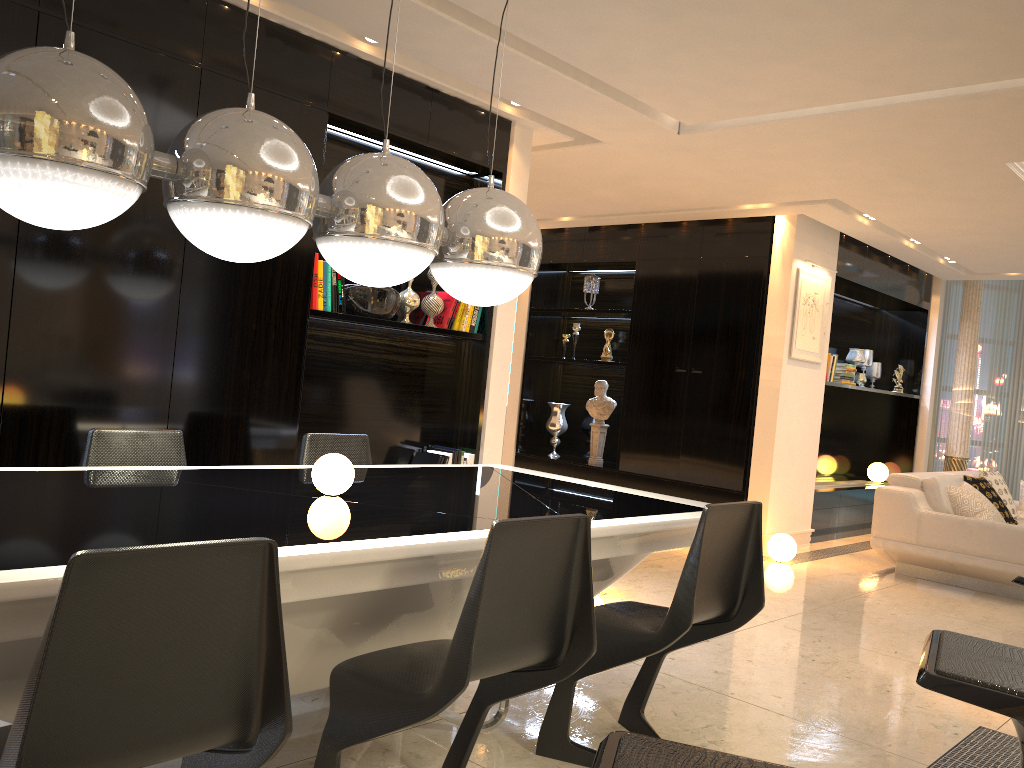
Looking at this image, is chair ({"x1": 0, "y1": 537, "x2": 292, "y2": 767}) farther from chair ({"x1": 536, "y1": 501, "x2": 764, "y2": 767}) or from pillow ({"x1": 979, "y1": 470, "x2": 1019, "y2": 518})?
pillow ({"x1": 979, "y1": 470, "x2": 1019, "y2": 518})

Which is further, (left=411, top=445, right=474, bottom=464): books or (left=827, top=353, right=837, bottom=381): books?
(left=827, top=353, right=837, bottom=381): books

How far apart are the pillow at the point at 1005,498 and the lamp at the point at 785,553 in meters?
1.9

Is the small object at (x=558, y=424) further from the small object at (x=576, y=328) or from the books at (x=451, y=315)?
the books at (x=451, y=315)

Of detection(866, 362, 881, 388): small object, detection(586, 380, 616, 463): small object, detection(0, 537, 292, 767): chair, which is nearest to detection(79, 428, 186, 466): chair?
detection(0, 537, 292, 767): chair

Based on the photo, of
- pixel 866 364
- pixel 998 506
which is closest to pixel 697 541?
pixel 998 506

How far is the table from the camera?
1.72m

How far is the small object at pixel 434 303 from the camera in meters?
4.8

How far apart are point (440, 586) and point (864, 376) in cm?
746

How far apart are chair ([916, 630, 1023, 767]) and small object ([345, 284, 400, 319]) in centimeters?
333cm
